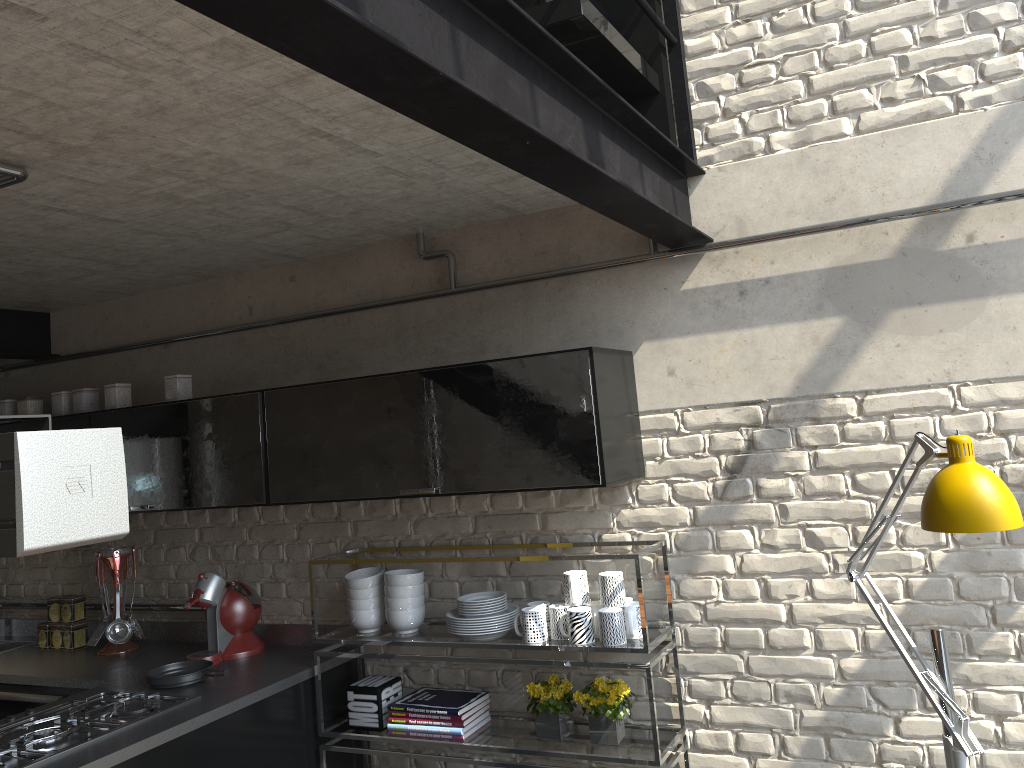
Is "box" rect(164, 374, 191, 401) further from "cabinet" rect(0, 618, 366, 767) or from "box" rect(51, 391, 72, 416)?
"cabinet" rect(0, 618, 366, 767)

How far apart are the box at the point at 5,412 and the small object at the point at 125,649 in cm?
81

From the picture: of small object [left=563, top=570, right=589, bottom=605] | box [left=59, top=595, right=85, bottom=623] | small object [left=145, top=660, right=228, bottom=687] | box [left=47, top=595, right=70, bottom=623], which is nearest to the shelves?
small object [left=563, top=570, right=589, bottom=605]

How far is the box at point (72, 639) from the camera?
3.9m

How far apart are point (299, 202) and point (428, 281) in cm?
71

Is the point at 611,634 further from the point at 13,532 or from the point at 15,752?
the point at 13,532

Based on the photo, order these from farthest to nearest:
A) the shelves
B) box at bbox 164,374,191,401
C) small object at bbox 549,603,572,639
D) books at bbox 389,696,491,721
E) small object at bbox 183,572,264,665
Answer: box at bbox 164,374,191,401 < small object at bbox 183,572,264,665 < books at bbox 389,696,491,721 < small object at bbox 549,603,572,639 < the shelves

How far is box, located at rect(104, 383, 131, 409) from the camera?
3.7 meters

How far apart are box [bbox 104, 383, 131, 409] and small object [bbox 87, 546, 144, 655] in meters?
0.6 m

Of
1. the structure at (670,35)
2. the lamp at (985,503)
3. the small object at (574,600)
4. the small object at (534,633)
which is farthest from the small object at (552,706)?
the structure at (670,35)
